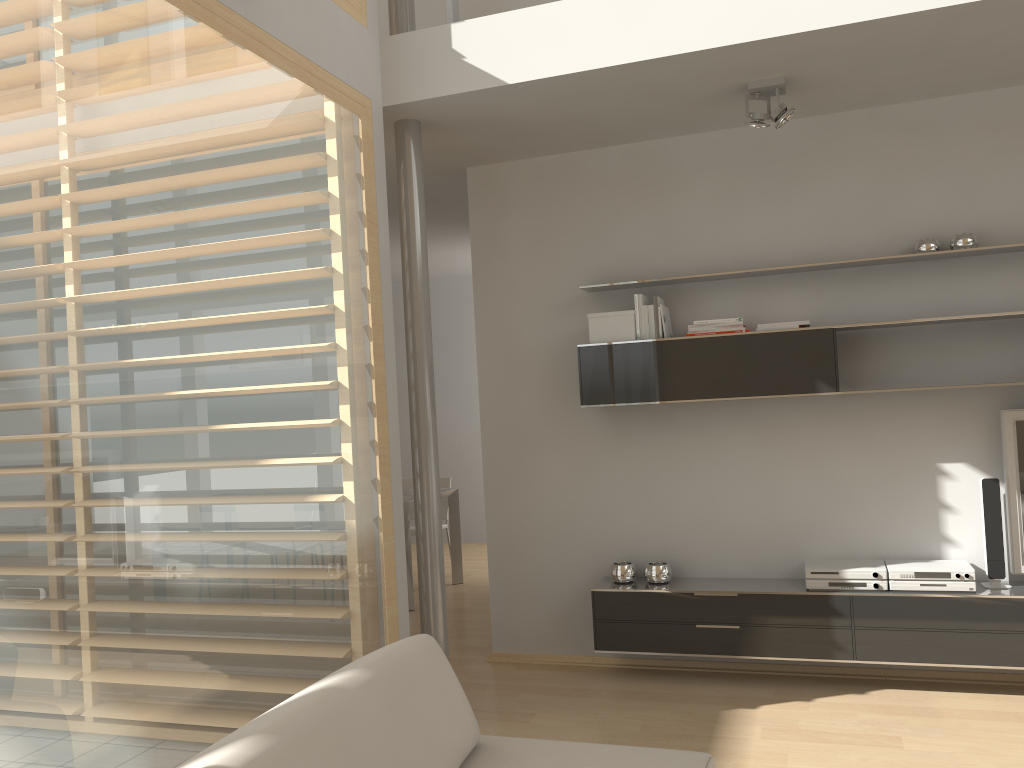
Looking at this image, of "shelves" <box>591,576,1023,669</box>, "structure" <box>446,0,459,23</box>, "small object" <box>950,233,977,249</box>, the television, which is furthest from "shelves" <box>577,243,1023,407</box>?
"structure" <box>446,0,459,23</box>

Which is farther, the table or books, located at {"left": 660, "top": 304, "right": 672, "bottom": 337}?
the table

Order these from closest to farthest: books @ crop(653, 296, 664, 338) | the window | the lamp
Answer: the window
the lamp
books @ crop(653, 296, 664, 338)

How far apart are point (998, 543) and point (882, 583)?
0.5m

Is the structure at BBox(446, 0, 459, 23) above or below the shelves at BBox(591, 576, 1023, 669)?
above

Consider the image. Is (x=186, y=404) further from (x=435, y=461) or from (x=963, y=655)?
(x=963, y=655)

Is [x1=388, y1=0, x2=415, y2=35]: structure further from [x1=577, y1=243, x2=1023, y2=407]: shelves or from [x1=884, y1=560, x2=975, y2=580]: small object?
[x1=884, y1=560, x2=975, y2=580]: small object

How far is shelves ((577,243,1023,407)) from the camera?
4.0 meters

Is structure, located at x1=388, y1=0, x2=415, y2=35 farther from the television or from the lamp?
the television

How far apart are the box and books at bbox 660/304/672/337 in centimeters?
16cm
